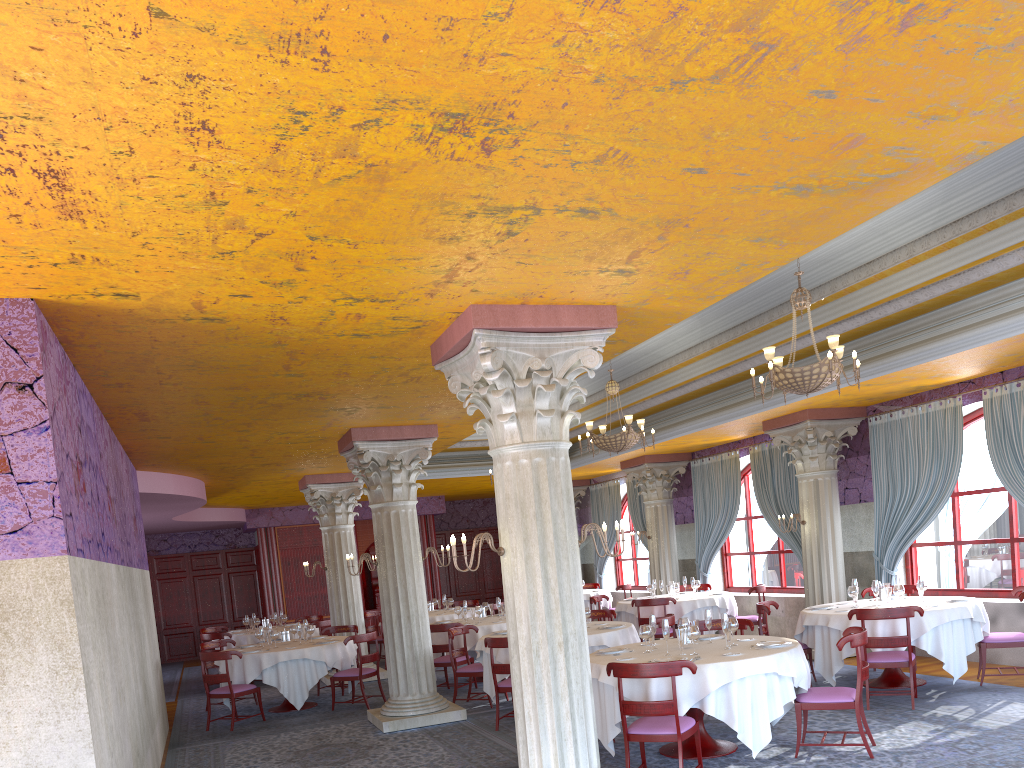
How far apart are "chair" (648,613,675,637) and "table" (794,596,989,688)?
1.51m

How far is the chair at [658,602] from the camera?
13.1m

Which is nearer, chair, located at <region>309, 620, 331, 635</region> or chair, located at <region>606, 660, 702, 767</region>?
chair, located at <region>606, 660, 702, 767</region>

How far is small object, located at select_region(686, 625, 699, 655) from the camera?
7.28m

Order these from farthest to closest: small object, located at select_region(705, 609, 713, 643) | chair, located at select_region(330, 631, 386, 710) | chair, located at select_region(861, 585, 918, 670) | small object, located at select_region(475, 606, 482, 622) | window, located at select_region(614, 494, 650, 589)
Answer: window, located at select_region(614, 494, 650, 589), small object, located at select_region(475, 606, 482, 622), chair, located at select_region(330, 631, 386, 710), chair, located at select_region(861, 585, 918, 670), small object, located at select_region(705, 609, 713, 643)

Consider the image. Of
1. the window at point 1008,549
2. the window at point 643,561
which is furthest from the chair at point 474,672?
the window at point 643,561

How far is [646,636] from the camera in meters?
7.7 m

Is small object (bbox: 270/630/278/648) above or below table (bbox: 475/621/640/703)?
above

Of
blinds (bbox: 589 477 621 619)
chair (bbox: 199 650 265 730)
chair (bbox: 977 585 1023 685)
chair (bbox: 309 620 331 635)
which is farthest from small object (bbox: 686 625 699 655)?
blinds (bbox: 589 477 621 619)

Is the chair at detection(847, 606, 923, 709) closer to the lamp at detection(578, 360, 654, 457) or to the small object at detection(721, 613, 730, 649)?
the small object at detection(721, 613, 730, 649)
